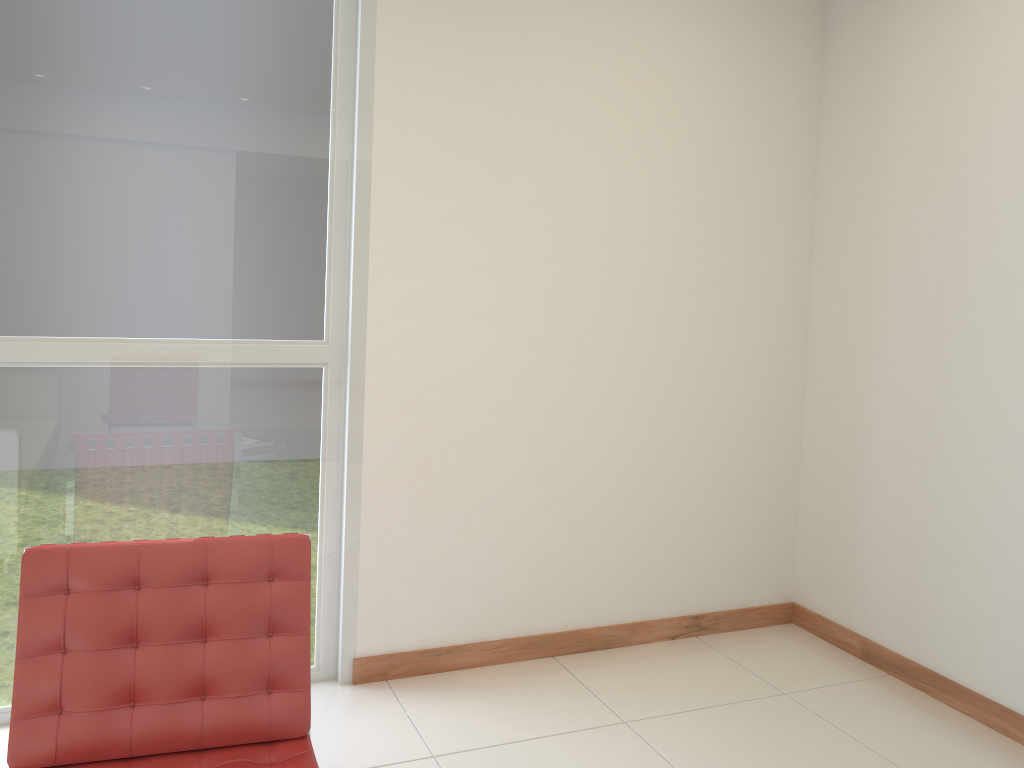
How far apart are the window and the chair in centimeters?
83cm

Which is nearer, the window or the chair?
the chair

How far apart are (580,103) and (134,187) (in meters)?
1.68

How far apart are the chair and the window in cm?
83

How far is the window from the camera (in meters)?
2.86

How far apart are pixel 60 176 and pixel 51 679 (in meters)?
1.59

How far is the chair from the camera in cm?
215

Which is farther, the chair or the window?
the window

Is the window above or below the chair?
above

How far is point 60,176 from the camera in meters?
2.9 m
